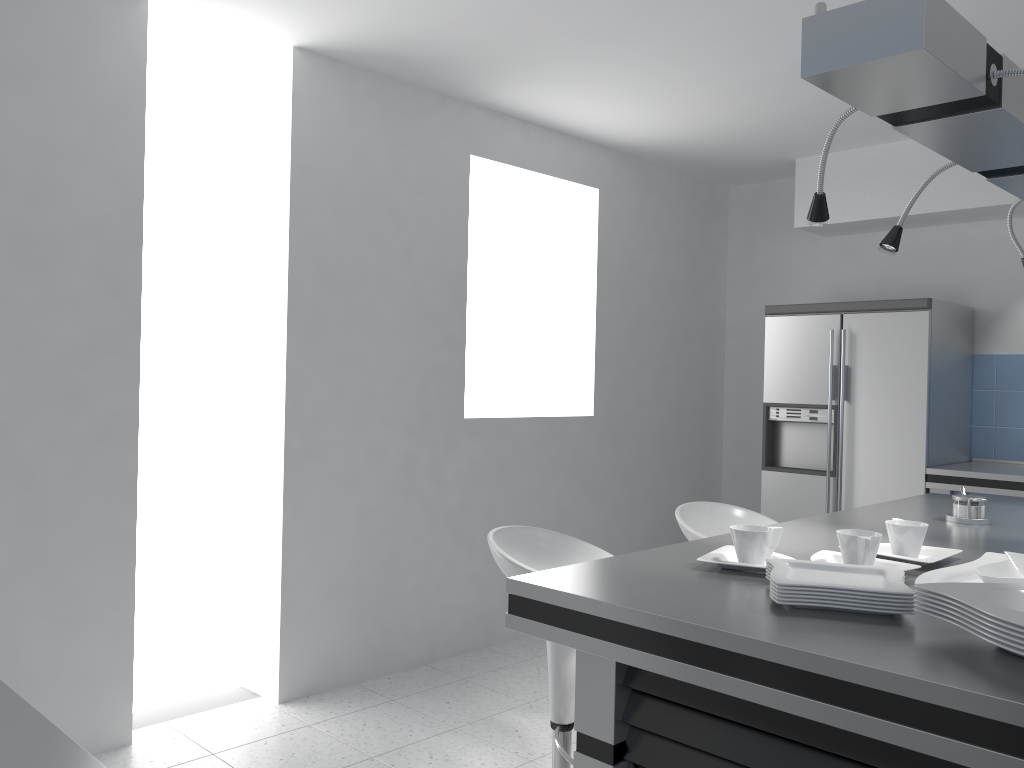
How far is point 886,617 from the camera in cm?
152

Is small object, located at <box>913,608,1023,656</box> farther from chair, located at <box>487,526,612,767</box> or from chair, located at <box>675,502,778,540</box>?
chair, located at <box>675,502,778,540</box>

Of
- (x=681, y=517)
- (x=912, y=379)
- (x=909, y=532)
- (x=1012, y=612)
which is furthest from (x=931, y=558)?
(x=912, y=379)

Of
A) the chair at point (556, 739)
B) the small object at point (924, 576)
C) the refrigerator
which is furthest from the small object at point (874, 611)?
the refrigerator

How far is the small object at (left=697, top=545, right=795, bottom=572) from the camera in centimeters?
185cm

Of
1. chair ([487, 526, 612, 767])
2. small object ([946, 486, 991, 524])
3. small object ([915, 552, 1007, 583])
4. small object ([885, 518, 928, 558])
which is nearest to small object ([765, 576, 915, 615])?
small object ([915, 552, 1007, 583])

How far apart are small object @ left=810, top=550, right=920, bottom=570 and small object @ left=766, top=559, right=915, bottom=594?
0.2 meters

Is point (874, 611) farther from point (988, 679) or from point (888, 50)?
point (888, 50)

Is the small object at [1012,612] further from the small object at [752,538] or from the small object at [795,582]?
the small object at [752,538]

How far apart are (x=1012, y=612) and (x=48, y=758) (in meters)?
1.24
